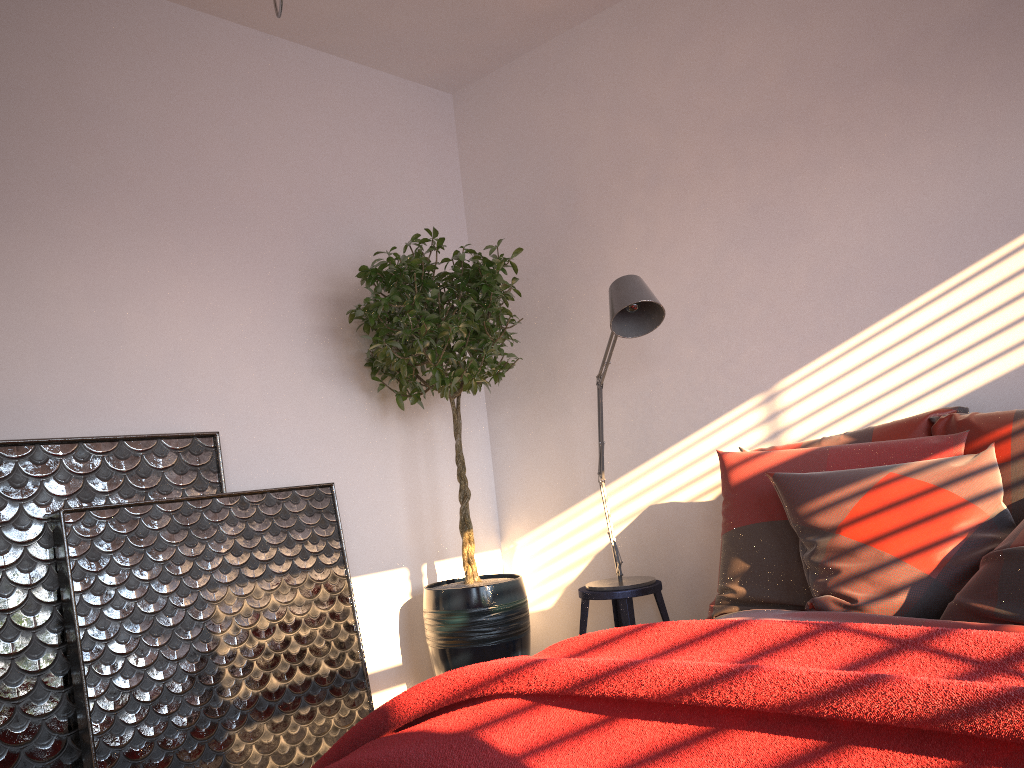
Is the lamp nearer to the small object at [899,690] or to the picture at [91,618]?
the picture at [91,618]

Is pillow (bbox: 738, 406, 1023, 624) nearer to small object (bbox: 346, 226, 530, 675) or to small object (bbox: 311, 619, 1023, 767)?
small object (bbox: 311, 619, 1023, 767)

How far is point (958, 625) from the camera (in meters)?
1.89

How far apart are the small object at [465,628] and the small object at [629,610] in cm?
24

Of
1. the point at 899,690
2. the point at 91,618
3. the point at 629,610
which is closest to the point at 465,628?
the point at 629,610

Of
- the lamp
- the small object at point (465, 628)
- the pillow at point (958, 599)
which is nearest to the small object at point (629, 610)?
the lamp

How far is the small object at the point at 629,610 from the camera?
3.3m

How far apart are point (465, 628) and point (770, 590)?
1.4m

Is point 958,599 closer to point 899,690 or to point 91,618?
point 899,690

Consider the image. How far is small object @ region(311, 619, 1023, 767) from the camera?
1.1 meters
